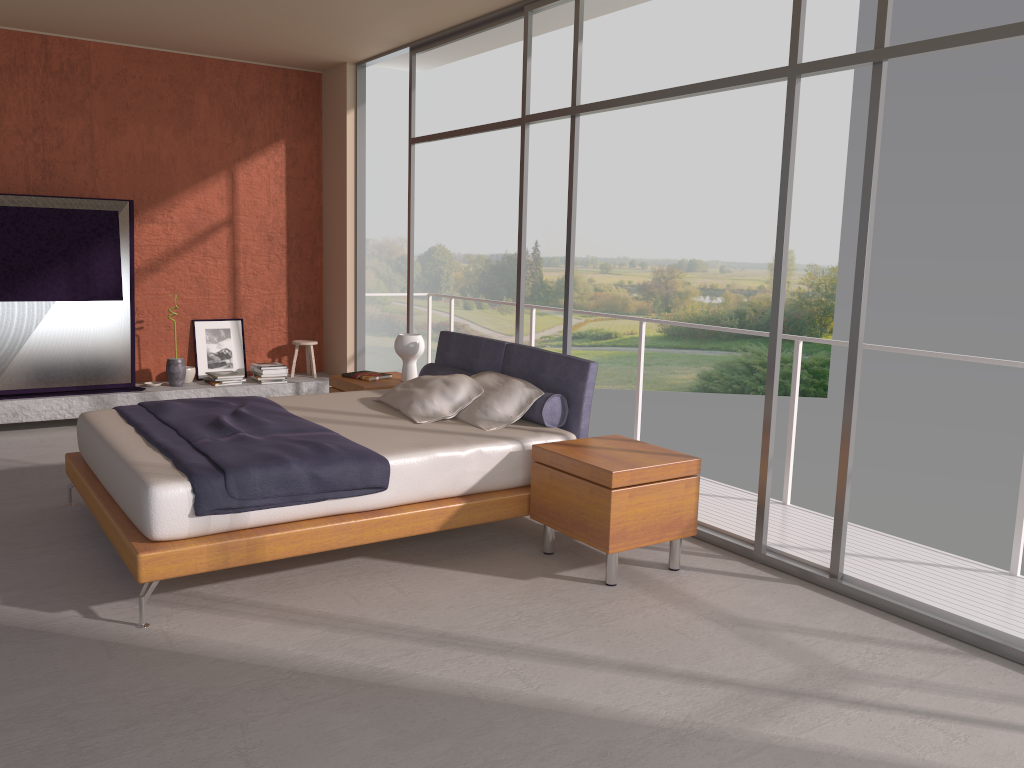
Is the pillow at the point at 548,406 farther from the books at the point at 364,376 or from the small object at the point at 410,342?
the books at the point at 364,376

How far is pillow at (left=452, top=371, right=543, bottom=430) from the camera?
4.9 meters

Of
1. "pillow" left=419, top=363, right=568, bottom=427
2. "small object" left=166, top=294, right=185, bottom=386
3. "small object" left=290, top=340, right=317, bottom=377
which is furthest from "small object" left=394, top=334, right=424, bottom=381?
"small object" left=166, top=294, right=185, bottom=386

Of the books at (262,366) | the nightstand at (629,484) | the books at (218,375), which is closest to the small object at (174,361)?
the books at (218,375)

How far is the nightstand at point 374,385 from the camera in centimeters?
623cm

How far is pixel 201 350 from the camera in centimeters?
812cm

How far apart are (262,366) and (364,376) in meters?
2.0 m

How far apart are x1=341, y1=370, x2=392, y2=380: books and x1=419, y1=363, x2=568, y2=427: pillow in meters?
0.6

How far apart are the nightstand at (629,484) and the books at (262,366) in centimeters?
430cm

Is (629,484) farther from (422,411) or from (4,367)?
(4,367)
